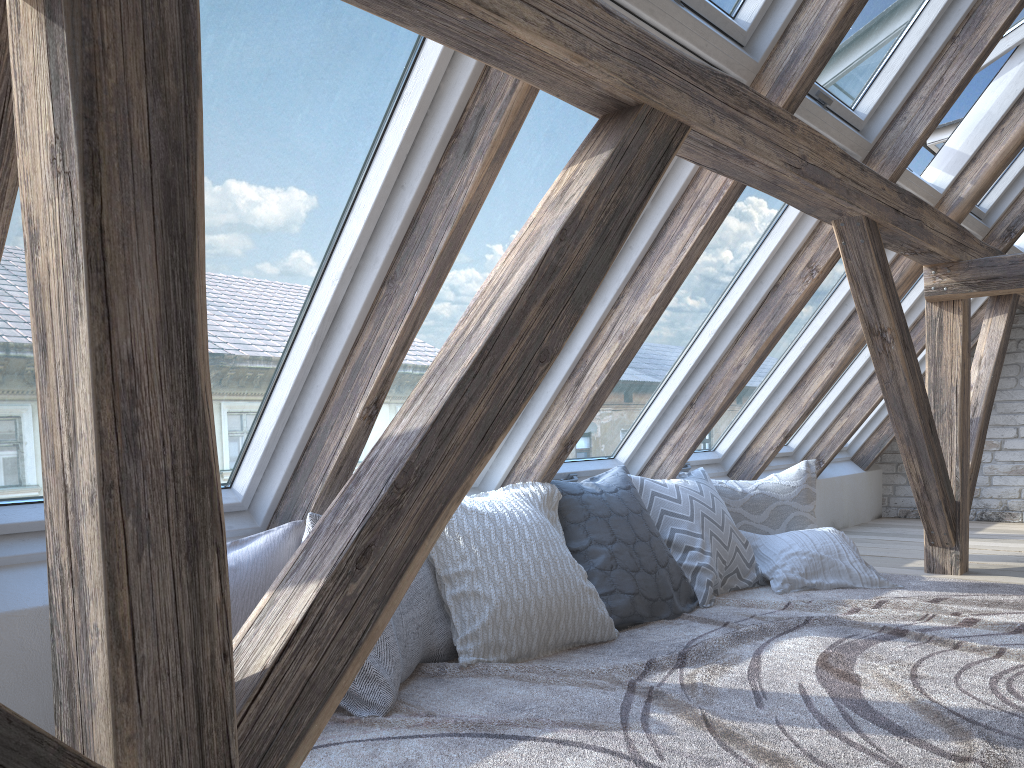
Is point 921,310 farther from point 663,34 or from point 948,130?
point 663,34

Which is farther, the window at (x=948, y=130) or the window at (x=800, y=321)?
the window at (x=948, y=130)

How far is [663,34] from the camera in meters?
2.2 m

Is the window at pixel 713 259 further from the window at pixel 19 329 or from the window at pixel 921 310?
the window at pixel 921 310

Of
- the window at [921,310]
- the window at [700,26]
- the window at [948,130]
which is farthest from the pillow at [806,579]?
the window at [948,130]

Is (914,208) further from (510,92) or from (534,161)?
(510,92)

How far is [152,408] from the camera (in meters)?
0.97

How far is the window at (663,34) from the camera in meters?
2.2 m

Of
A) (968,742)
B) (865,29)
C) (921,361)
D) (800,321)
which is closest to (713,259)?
(865,29)

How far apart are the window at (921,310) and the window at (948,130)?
0.6m
